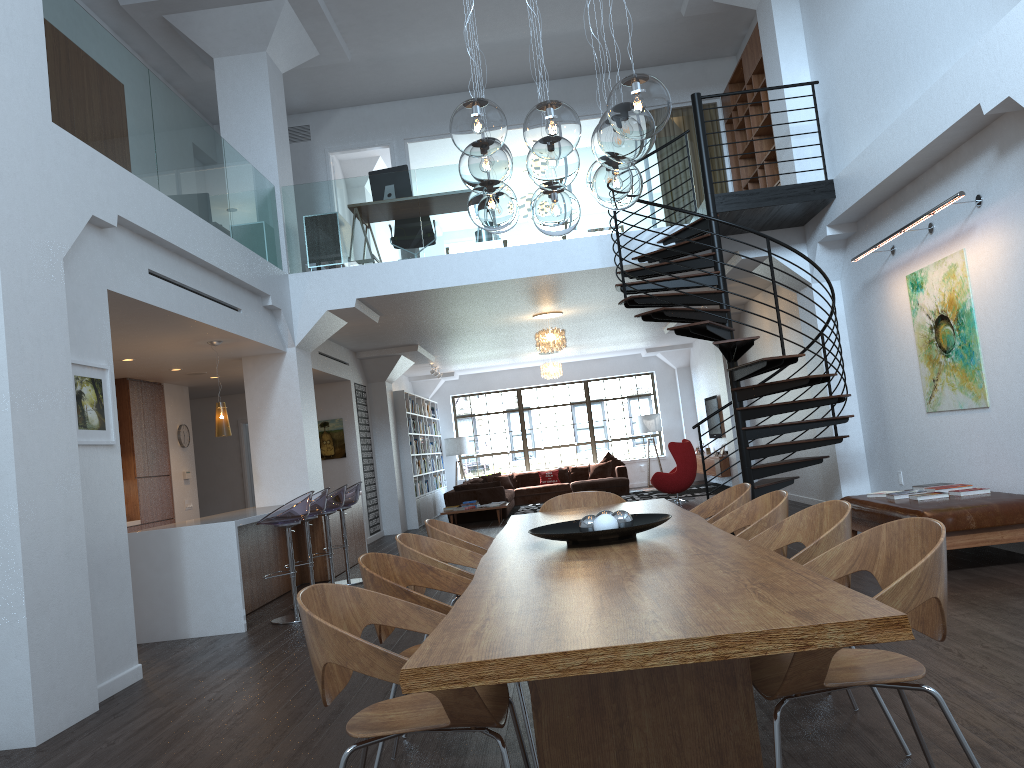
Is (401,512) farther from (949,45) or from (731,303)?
(949,45)

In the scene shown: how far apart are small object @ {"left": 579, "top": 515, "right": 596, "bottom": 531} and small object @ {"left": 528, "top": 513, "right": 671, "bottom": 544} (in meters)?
0.08

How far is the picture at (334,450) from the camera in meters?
13.5

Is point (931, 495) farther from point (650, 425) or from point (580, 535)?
point (650, 425)

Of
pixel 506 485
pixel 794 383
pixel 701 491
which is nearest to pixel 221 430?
pixel 794 383

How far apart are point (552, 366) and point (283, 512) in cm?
1073

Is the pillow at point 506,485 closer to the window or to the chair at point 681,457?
the window

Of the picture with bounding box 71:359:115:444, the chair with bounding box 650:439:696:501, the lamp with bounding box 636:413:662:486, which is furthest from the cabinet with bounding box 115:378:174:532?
the lamp with bounding box 636:413:662:486

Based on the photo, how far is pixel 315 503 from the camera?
7.7 meters

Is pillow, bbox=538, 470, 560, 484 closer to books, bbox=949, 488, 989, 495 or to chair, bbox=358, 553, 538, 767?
books, bbox=949, 488, 989, 495
